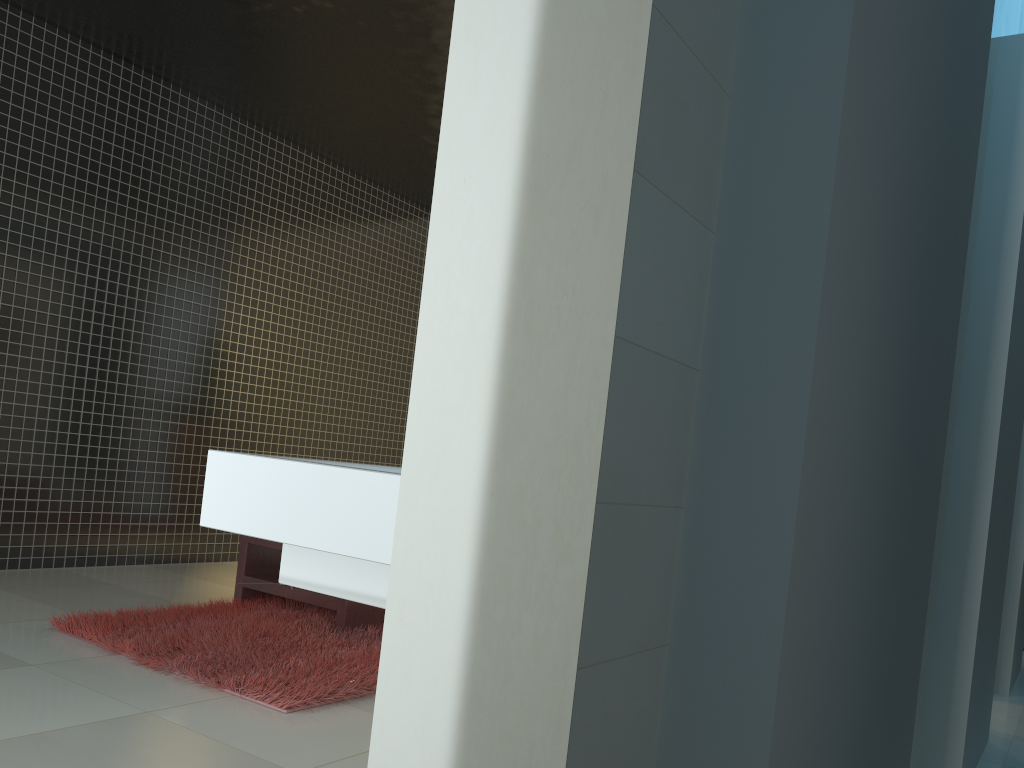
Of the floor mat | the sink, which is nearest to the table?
the floor mat

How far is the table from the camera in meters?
4.4 m

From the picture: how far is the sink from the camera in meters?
1.1

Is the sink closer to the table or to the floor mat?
the floor mat

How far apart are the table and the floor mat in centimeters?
5cm

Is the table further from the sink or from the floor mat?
the sink

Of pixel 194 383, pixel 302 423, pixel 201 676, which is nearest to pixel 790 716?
pixel 201 676

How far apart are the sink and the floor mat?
1.9 meters

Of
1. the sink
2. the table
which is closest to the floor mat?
the table

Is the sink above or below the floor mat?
above
